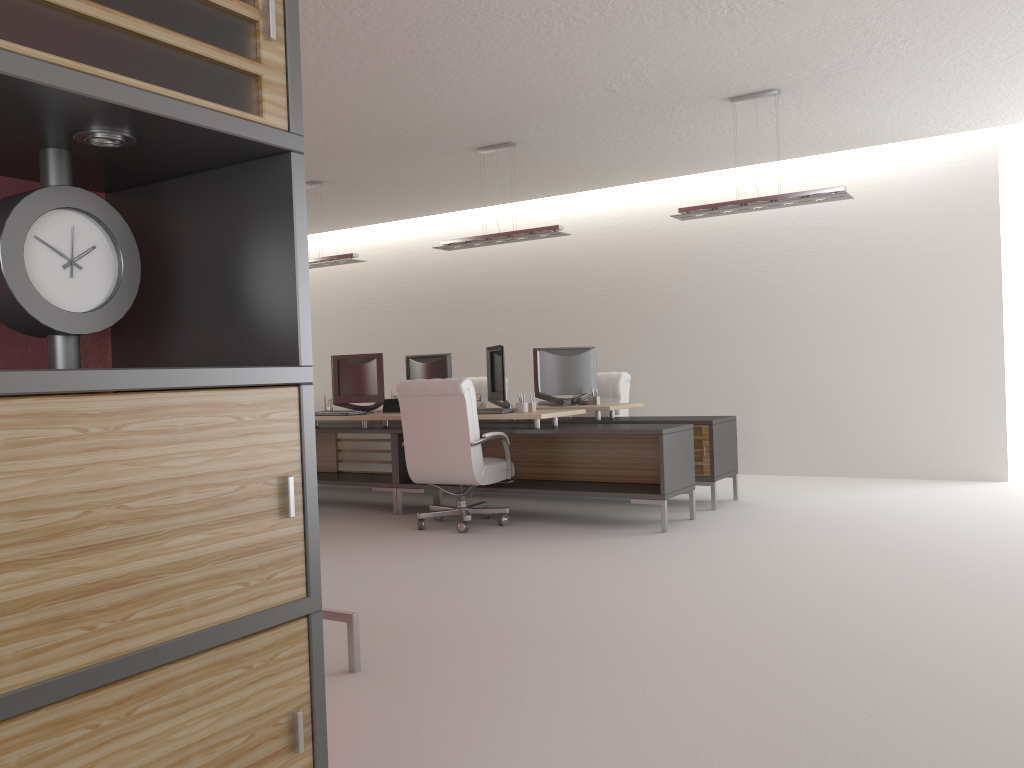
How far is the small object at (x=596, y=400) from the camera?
11.55m

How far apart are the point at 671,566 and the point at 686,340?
7.04m

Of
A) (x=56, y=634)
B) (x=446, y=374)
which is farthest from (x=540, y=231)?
(x=56, y=634)

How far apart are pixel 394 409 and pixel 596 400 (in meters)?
2.61

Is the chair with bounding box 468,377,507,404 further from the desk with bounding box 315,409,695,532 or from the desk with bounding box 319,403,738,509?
the desk with bounding box 319,403,738,509

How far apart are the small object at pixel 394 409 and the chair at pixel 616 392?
3.1 meters

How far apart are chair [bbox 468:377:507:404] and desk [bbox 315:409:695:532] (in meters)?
2.77

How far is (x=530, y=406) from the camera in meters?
10.1 m

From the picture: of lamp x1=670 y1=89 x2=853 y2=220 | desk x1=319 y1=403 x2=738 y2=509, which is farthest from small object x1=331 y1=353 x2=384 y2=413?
lamp x1=670 y1=89 x2=853 y2=220

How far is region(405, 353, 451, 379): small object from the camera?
12.7m
